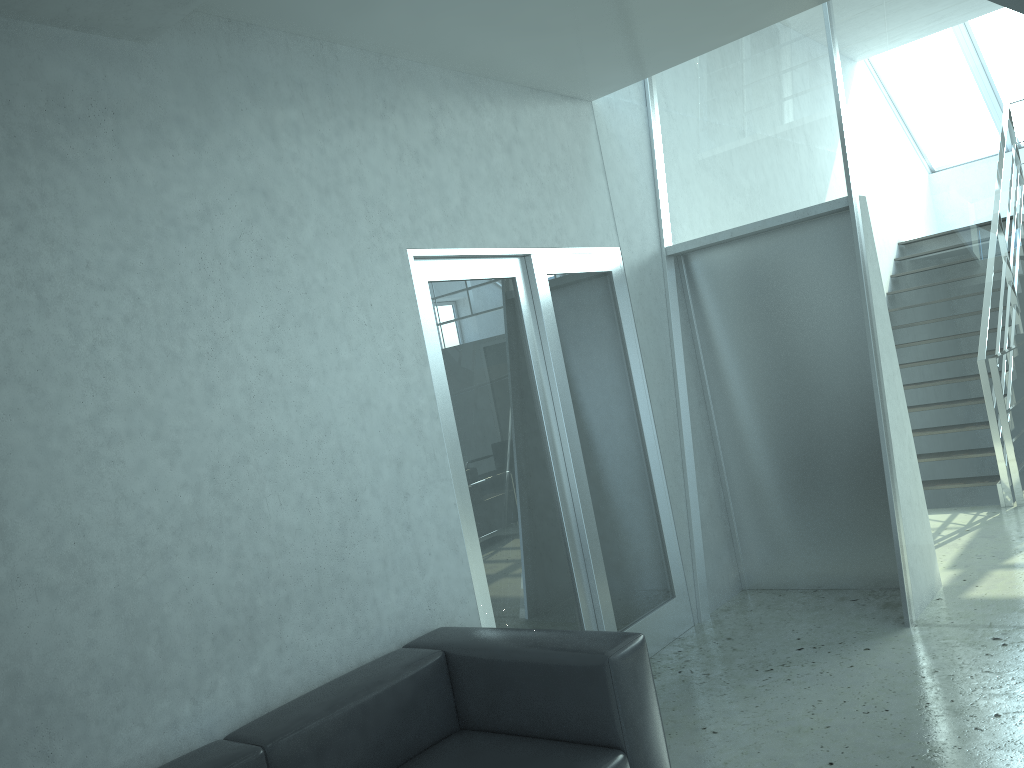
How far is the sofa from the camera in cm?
261

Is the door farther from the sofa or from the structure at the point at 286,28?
the structure at the point at 286,28

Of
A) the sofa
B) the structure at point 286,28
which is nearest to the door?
the sofa

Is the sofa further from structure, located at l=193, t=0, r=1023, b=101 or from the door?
structure, located at l=193, t=0, r=1023, b=101

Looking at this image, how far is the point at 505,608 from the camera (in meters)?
3.81

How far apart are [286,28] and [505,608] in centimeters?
247cm

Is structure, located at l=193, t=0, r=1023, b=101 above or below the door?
above

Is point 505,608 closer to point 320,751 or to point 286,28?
point 320,751

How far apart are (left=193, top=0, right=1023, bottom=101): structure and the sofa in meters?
2.0 m

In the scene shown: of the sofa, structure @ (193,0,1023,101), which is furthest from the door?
structure @ (193,0,1023,101)
